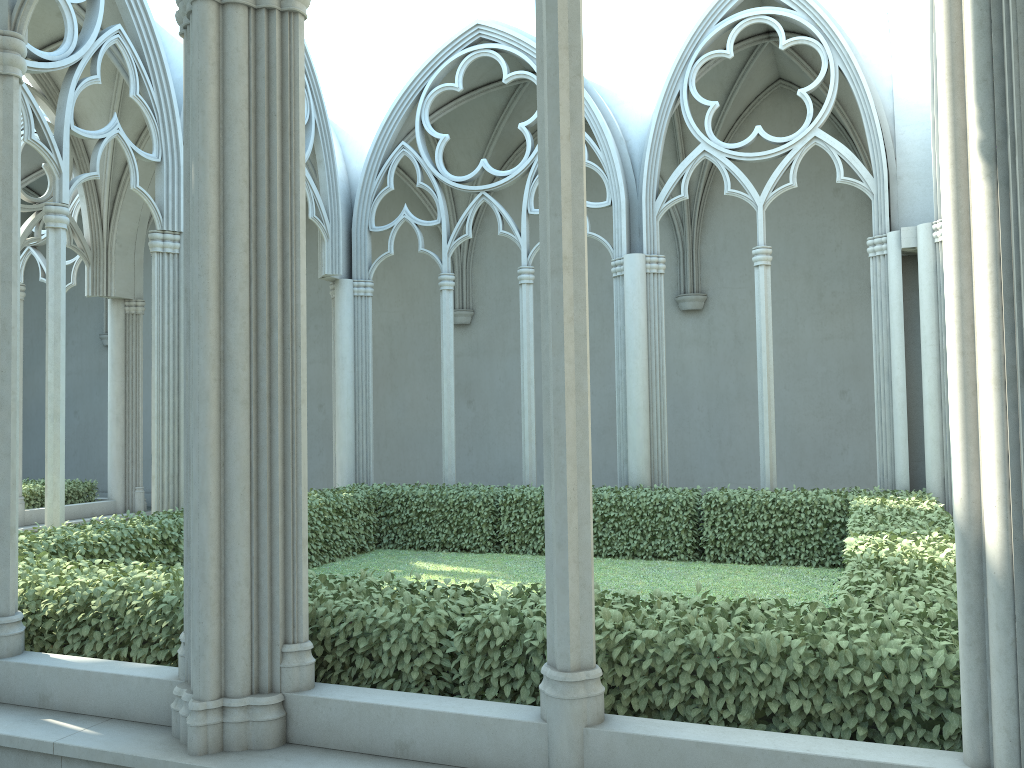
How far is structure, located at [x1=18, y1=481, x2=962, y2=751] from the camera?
3.7 meters

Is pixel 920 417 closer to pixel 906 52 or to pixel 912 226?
pixel 912 226

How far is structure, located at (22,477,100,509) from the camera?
14.2 meters

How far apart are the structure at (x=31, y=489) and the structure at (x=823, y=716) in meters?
5.5

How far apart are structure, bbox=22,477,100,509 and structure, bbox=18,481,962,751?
5.5m

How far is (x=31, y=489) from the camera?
14.18m

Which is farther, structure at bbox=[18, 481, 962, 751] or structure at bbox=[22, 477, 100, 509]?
structure at bbox=[22, 477, 100, 509]

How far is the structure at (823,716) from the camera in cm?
368
